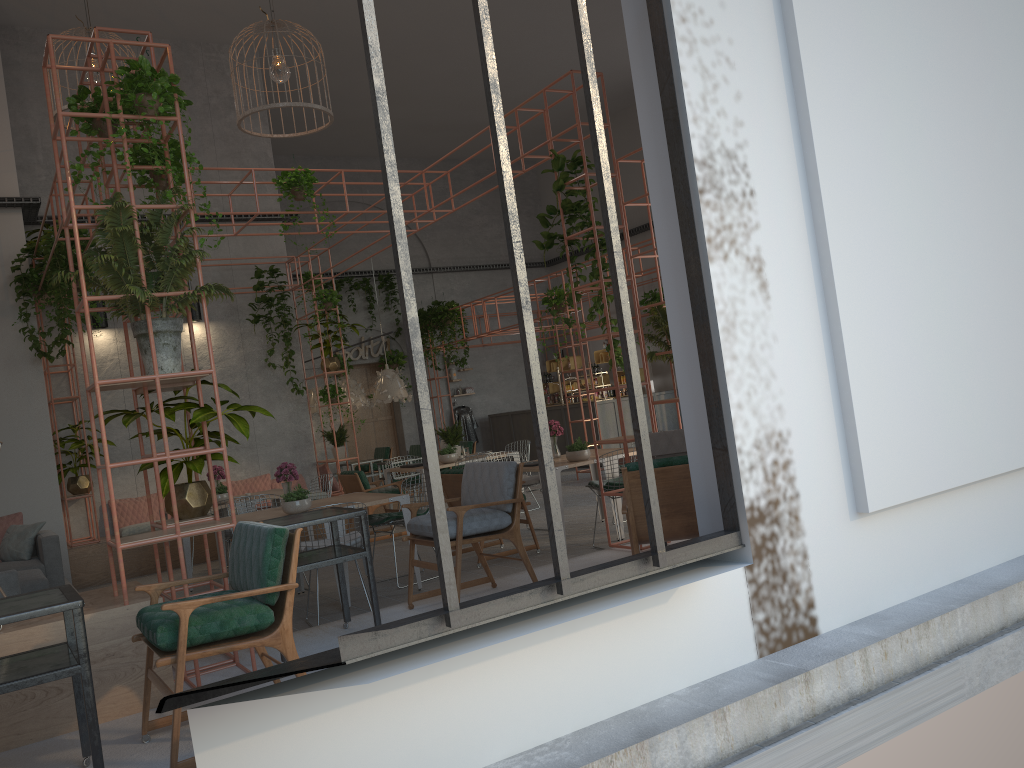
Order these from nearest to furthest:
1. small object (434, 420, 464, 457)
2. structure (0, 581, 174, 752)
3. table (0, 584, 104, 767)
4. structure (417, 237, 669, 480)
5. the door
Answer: table (0, 584, 104, 767), structure (0, 581, 174, 752), small object (434, 420, 464, 457), structure (417, 237, 669, 480), the door

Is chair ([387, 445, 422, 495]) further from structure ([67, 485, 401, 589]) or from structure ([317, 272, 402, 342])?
structure ([317, 272, 402, 342])

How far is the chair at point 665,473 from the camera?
4.5m

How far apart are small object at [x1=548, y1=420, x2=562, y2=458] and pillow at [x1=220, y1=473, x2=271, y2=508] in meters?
5.0 m

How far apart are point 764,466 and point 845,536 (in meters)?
0.65

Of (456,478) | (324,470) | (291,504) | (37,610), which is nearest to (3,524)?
(291,504)

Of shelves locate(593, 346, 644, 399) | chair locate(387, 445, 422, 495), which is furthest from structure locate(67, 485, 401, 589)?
shelves locate(593, 346, 644, 399)

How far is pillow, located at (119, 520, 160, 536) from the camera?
11.09m

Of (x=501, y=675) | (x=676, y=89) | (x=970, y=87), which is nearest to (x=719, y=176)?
(x=676, y=89)

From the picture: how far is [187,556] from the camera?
9.2 meters
